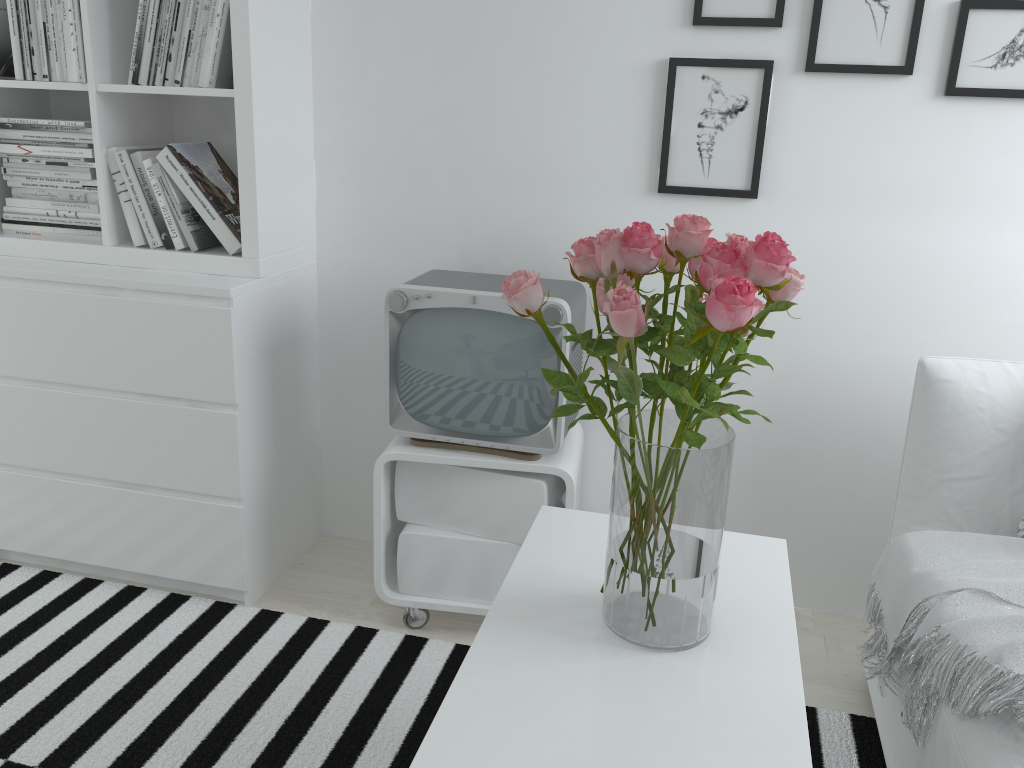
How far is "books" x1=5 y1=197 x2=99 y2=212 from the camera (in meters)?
2.23

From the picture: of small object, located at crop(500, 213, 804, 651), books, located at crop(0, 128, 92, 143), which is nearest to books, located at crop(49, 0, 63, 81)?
books, located at crop(0, 128, 92, 143)

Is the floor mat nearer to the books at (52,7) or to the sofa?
the sofa

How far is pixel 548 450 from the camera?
2.0m

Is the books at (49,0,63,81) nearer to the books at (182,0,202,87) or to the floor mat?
the books at (182,0,202,87)

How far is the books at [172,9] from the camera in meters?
2.0

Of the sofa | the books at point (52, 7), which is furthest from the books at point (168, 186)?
the sofa

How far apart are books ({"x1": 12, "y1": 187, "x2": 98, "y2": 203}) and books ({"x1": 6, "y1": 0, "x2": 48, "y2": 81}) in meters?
0.3

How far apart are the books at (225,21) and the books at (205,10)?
0.1m

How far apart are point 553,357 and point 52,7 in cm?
144
